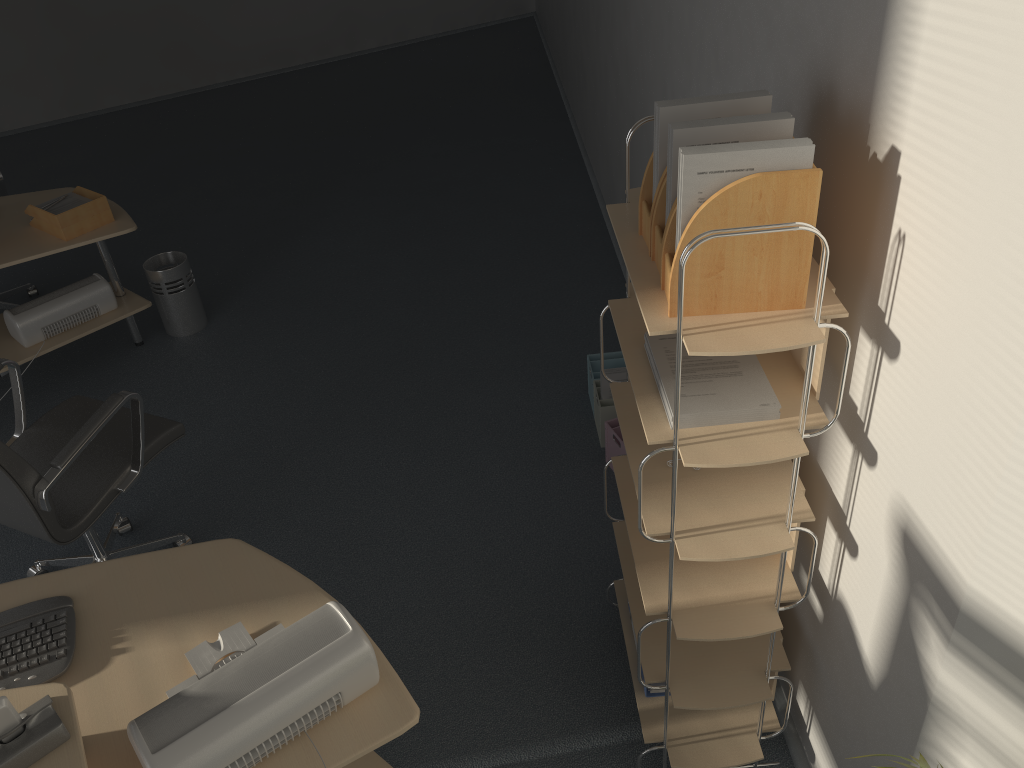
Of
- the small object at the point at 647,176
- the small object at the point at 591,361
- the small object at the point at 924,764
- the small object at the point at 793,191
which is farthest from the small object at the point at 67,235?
the small object at the point at 924,764

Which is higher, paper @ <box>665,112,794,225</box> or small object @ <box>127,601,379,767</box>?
paper @ <box>665,112,794,225</box>

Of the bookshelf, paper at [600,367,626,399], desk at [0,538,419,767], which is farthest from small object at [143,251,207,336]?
the bookshelf

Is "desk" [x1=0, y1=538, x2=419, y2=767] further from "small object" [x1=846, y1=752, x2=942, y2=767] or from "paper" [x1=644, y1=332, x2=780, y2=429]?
"small object" [x1=846, y1=752, x2=942, y2=767]

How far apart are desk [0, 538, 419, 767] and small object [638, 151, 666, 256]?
1.0 meters

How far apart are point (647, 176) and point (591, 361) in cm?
184

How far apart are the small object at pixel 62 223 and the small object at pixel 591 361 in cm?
214

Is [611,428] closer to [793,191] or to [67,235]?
[793,191]

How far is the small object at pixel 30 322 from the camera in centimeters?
382cm

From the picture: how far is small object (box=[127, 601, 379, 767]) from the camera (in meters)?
1.54
